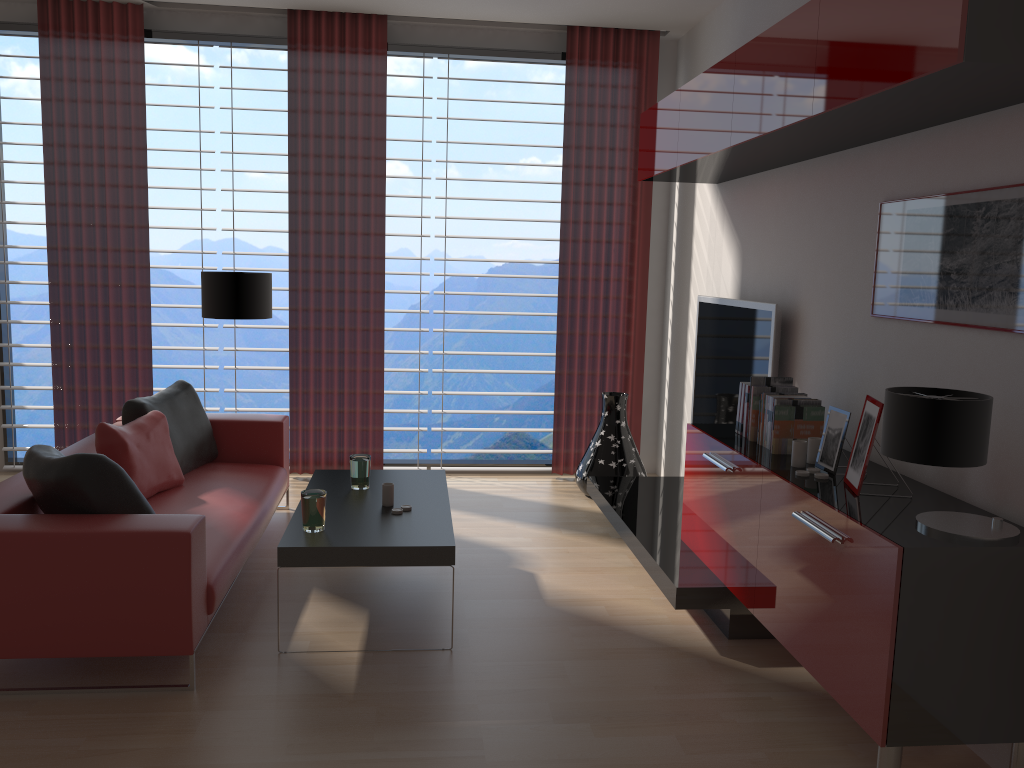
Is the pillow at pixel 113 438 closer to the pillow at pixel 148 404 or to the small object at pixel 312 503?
the pillow at pixel 148 404

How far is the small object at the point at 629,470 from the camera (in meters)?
7.80

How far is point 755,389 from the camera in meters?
5.1

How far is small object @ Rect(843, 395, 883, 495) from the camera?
3.93m

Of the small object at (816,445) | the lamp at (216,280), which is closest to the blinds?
the lamp at (216,280)

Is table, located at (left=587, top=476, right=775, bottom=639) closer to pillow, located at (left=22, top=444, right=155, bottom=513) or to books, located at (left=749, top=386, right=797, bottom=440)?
books, located at (left=749, top=386, right=797, bottom=440)

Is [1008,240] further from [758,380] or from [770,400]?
[758,380]

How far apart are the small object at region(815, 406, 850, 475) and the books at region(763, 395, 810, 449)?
0.5m

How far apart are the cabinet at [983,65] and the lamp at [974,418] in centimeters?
115cm

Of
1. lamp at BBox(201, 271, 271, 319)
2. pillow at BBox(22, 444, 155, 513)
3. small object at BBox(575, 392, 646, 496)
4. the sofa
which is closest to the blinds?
small object at BBox(575, 392, 646, 496)
